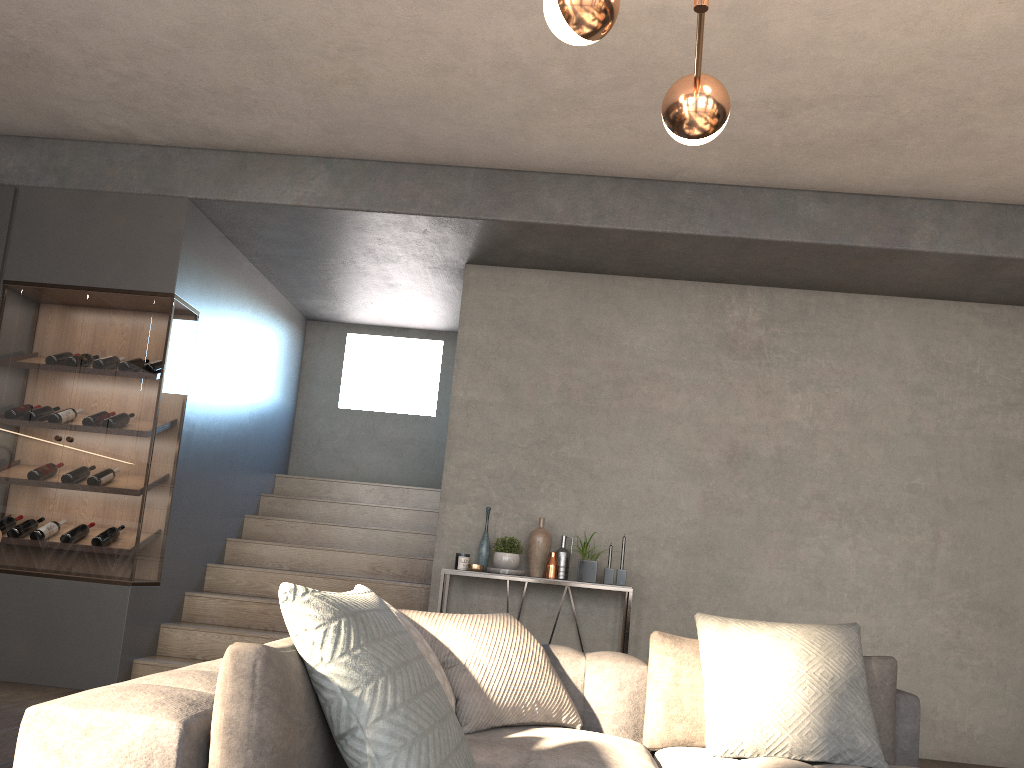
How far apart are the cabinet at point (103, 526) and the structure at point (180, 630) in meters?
0.3

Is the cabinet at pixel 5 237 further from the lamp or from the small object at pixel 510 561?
the lamp

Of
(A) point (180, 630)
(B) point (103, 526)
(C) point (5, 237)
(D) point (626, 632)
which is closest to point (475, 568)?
(D) point (626, 632)

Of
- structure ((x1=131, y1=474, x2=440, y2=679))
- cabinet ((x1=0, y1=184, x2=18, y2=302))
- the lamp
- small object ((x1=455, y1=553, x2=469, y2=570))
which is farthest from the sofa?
cabinet ((x1=0, y1=184, x2=18, y2=302))

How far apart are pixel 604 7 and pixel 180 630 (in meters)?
4.24

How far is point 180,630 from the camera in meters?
5.0 m

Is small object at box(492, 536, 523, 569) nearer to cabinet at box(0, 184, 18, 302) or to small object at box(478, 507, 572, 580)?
small object at box(478, 507, 572, 580)

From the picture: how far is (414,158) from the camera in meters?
5.0 m

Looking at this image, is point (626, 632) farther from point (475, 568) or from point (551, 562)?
point (475, 568)

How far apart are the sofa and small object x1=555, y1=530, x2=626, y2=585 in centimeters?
209cm
